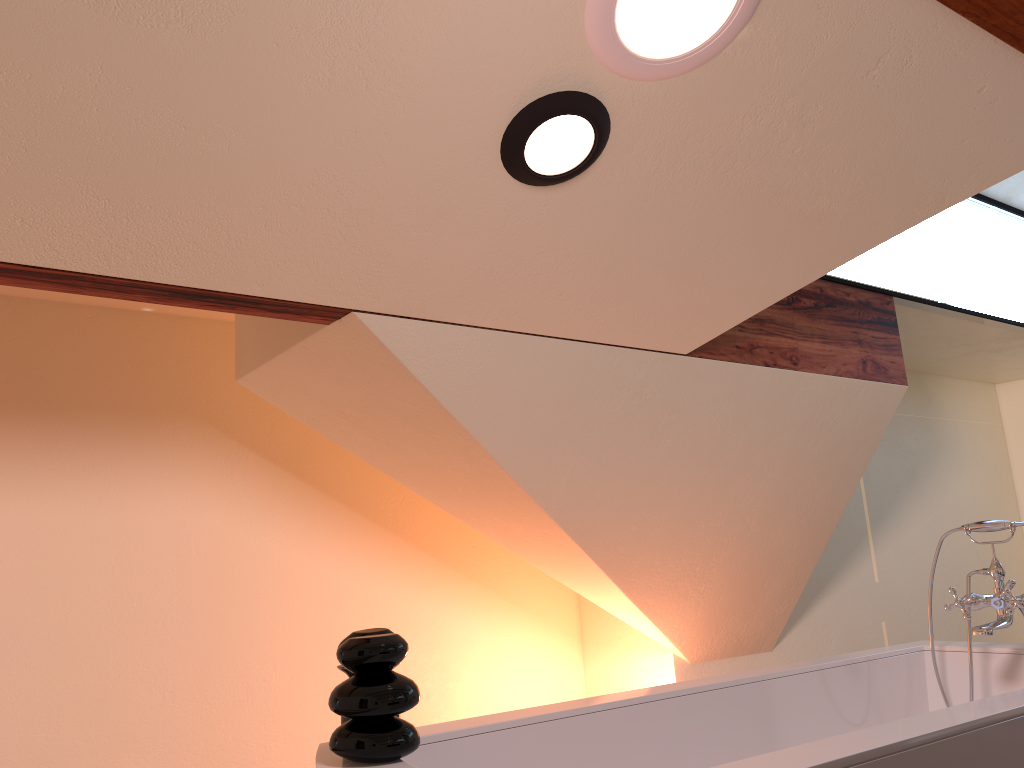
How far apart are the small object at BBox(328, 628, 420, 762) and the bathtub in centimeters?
1cm

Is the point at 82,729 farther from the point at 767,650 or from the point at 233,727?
the point at 767,650

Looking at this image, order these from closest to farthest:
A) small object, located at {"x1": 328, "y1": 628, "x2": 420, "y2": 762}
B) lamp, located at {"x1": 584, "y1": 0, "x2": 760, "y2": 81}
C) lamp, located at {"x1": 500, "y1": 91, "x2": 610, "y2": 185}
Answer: small object, located at {"x1": 328, "y1": 628, "x2": 420, "y2": 762}, lamp, located at {"x1": 584, "y1": 0, "x2": 760, "y2": 81}, lamp, located at {"x1": 500, "y1": 91, "x2": 610, "y2": 185}

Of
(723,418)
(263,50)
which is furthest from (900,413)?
(263,50)

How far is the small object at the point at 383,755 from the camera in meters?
1.4

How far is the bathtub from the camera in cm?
146

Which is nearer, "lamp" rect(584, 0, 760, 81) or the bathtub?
the bathtub

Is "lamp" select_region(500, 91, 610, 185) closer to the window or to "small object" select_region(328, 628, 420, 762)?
"small object" select_region(328, 628, 420, 762)

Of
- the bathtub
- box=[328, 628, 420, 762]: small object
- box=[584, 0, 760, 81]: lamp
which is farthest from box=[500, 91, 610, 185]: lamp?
the bathtub

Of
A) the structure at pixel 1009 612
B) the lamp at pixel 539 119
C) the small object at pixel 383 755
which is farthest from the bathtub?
the lamp at pixel 539 119
